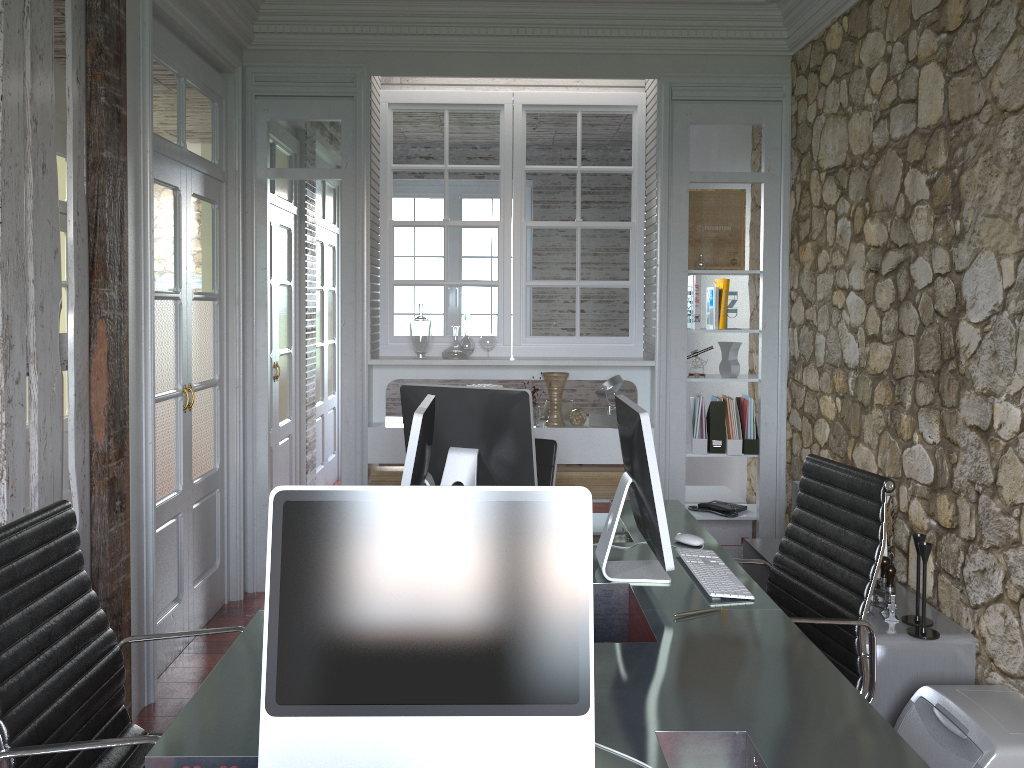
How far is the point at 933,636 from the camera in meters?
2.8

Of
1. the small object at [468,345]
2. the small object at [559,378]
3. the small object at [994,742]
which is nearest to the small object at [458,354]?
the small object at [468,345]

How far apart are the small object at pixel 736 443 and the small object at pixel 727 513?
0.3 meters

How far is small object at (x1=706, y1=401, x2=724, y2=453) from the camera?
4.7 meters

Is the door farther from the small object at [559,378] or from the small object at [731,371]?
the small object at [731,371]

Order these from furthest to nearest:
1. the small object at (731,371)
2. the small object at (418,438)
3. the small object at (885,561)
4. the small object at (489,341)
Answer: the small object at (489,341), the small object at (731,371), the small object at (885,561), the small object at (418,438)

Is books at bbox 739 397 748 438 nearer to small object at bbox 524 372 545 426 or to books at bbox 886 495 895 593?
small object at bbox 524 372 545 426

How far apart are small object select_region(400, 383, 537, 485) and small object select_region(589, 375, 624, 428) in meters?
1.7

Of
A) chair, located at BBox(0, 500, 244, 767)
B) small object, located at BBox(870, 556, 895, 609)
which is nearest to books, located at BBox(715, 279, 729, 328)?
small object, located at BBox(870, 556, 895, 609)

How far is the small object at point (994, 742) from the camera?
2.3m
